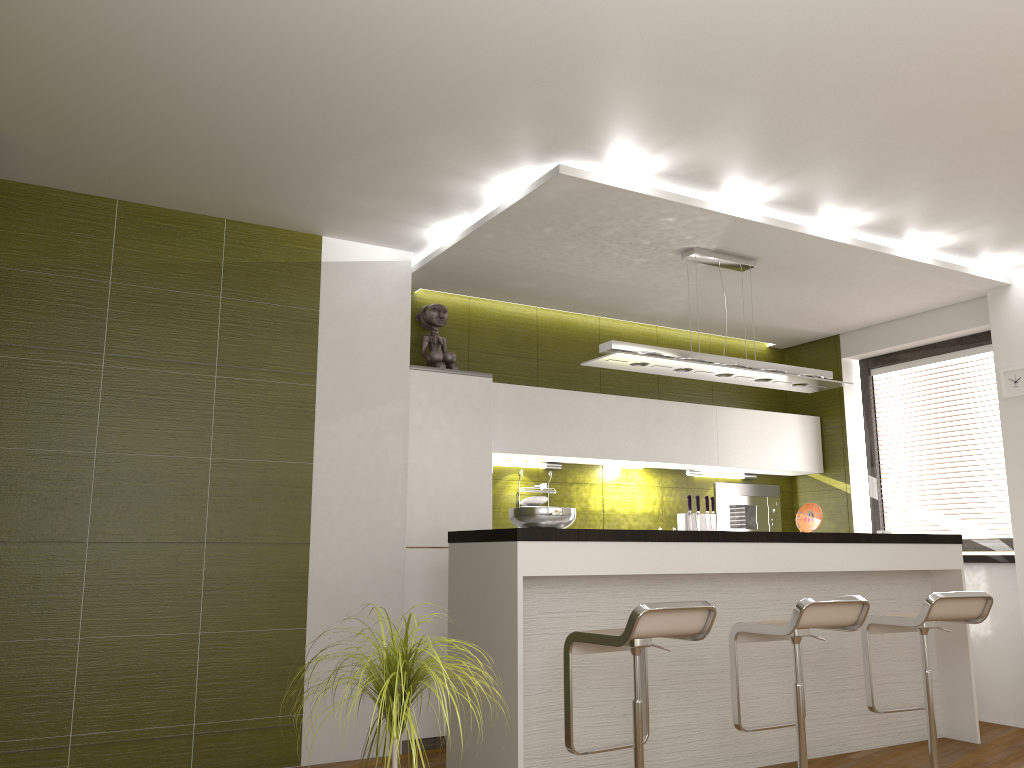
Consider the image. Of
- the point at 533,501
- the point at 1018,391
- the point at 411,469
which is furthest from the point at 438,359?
the point at 1018,391

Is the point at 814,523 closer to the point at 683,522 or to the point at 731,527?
the point at 683,522

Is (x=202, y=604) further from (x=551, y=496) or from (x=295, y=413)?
(x=551, y=496)

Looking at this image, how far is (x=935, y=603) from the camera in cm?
397

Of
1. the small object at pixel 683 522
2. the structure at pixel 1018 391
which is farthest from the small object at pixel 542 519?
the structure at pixel 1018 391

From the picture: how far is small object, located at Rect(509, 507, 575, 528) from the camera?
3.97m

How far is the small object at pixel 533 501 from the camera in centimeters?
568cm

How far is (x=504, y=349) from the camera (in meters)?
5.91

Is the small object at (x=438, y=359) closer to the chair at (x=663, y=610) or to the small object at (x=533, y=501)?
the small object at (x=533, y=501)

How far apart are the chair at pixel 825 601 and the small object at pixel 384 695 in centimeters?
179cm
